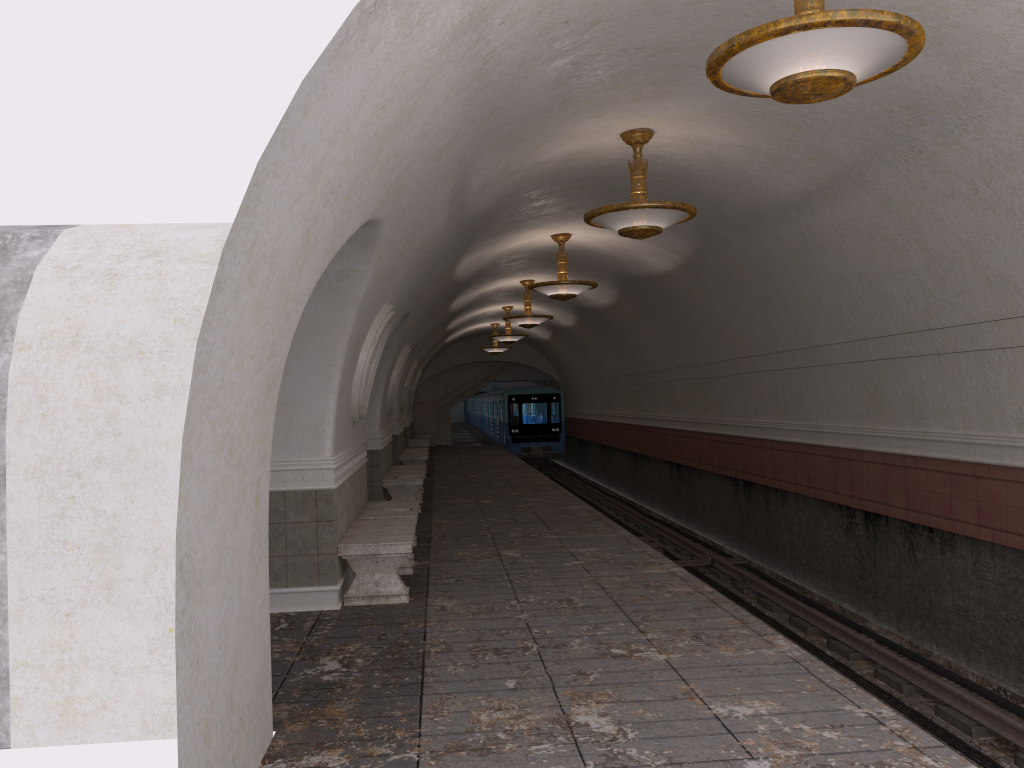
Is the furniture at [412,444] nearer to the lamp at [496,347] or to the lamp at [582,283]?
the lamp at [496,347]

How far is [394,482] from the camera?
13.2m

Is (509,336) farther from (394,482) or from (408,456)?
(394,482)

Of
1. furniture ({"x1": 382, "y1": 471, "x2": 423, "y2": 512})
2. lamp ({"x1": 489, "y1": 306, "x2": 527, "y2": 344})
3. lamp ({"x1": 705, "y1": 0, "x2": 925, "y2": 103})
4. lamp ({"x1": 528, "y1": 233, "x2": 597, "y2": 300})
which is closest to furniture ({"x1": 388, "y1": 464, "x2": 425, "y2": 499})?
furniture ({"x1": 382, "y1": 471, "x2": 423, "y2": 512})

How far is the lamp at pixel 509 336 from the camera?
22.02m

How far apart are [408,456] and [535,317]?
4.4 meters

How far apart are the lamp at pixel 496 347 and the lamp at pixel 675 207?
18.7 meters

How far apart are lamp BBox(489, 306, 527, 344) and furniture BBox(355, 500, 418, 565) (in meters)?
12.12

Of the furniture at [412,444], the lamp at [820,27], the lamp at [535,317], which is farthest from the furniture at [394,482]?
the furniture at [412,444]

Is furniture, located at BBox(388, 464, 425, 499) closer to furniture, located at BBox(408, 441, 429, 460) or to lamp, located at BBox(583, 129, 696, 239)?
lamp, located at BBox(583, 129, 696, 239)
